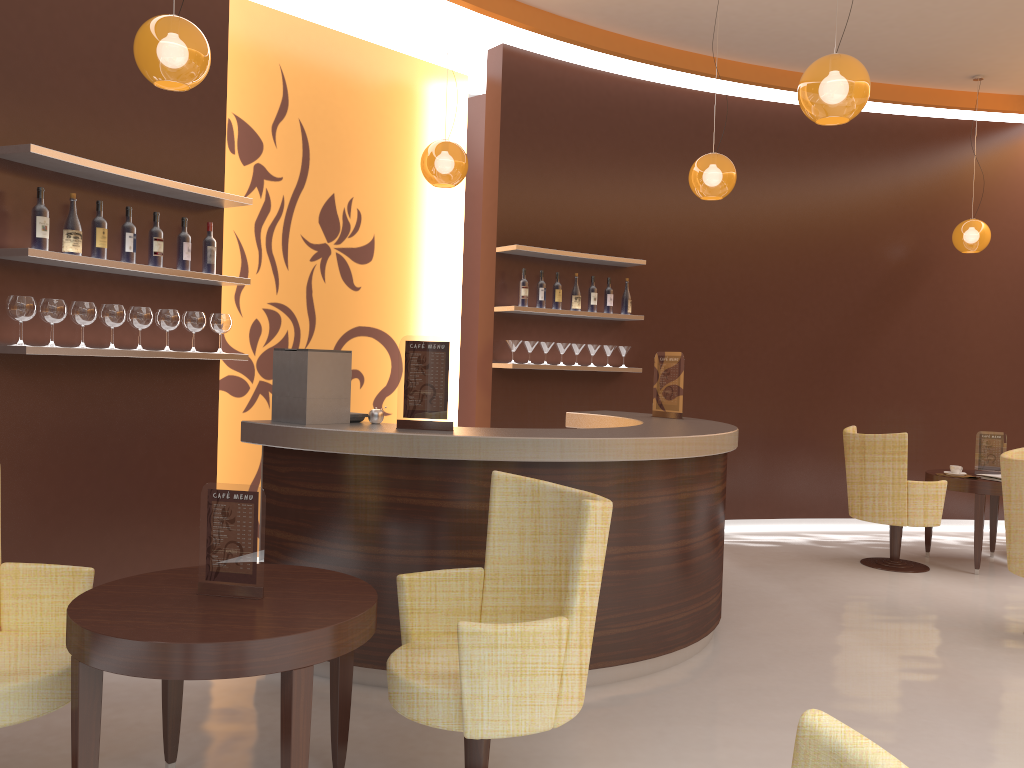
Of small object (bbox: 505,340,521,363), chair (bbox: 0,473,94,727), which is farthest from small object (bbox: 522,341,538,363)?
chair (bbox: 0,473,94,727)

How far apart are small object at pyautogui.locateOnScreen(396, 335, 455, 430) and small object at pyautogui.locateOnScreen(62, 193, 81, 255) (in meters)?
1.63

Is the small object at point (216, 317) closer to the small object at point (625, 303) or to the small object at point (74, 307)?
the small object at point (74, 307)

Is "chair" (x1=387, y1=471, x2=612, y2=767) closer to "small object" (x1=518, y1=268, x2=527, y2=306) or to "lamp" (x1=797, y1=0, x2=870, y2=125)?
"lamp" (x1=797, y1=0, x2=870, y2=125)

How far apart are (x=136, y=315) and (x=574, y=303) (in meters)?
3.43

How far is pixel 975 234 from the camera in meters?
7.5

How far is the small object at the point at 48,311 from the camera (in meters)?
4.02

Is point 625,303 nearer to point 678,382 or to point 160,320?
point 678,382

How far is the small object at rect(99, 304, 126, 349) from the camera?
4.3m

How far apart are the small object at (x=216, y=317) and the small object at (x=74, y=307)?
0.75m
